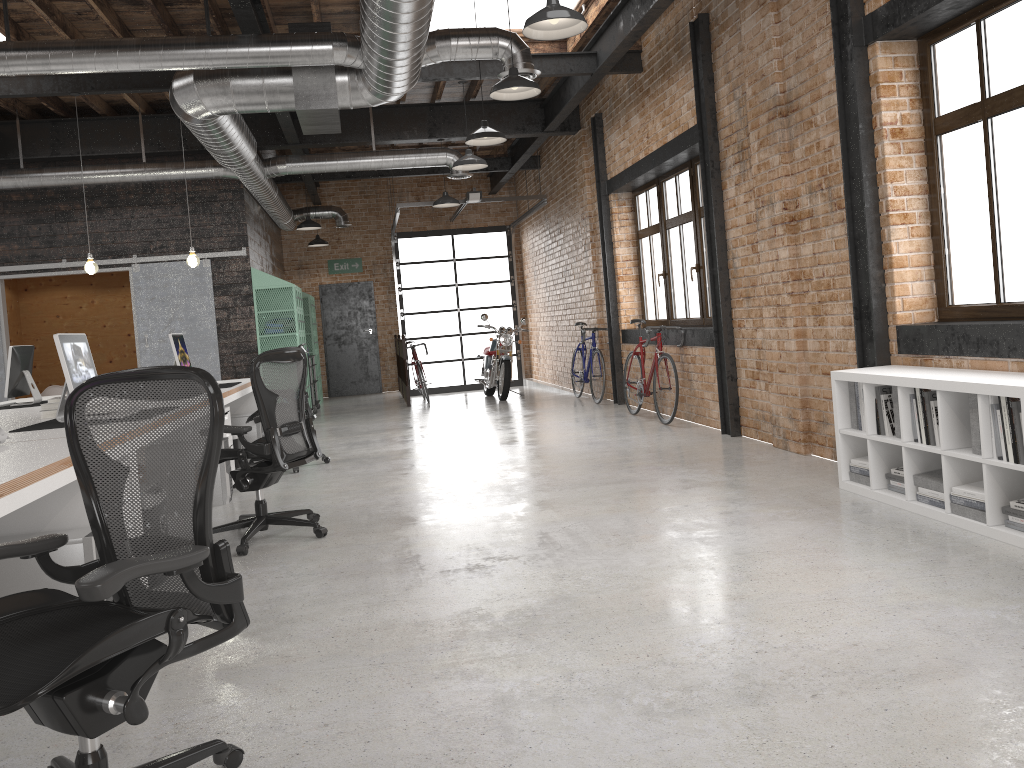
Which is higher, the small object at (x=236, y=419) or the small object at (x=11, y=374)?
the small object at (x=11, y=374)

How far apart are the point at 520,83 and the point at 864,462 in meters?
3.3 m

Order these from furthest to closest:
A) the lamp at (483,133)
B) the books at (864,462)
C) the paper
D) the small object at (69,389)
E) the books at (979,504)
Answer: the lamp at (483,133), the books at (864,462), the small object at (69,389), the books at (979,504), the paper

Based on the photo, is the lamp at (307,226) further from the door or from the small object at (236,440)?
the small object at (236,440)

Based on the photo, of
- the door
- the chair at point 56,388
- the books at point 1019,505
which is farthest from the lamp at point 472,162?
the door

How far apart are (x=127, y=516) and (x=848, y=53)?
4.8m

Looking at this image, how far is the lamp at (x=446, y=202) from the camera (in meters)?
11.27

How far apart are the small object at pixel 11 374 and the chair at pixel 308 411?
2.2m

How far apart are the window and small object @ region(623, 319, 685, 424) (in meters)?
0.44

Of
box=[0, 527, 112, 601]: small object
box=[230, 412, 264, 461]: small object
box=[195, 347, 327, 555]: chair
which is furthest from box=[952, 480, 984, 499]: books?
box=[230, 412, 264, 461]: small object
